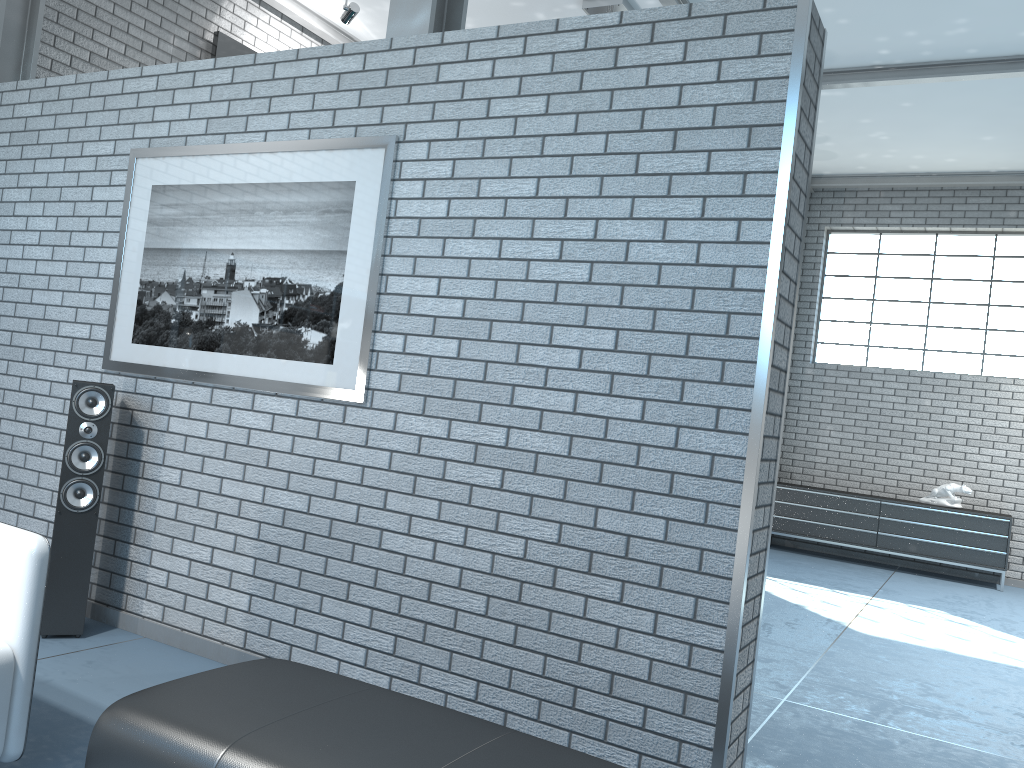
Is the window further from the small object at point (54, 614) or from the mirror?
the small object at point (54, 614)

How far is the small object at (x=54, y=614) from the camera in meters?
3.6

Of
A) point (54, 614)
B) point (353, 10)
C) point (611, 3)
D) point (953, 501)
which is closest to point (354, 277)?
point (54, 614)

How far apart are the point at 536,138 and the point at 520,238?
0.35m

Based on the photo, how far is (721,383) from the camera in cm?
268

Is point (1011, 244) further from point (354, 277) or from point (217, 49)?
point (354, 277)

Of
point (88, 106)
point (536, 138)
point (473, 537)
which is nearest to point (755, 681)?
point (473, 537)

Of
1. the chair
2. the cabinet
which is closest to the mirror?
the chair

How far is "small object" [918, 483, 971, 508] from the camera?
8.5m

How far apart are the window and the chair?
8.7m
